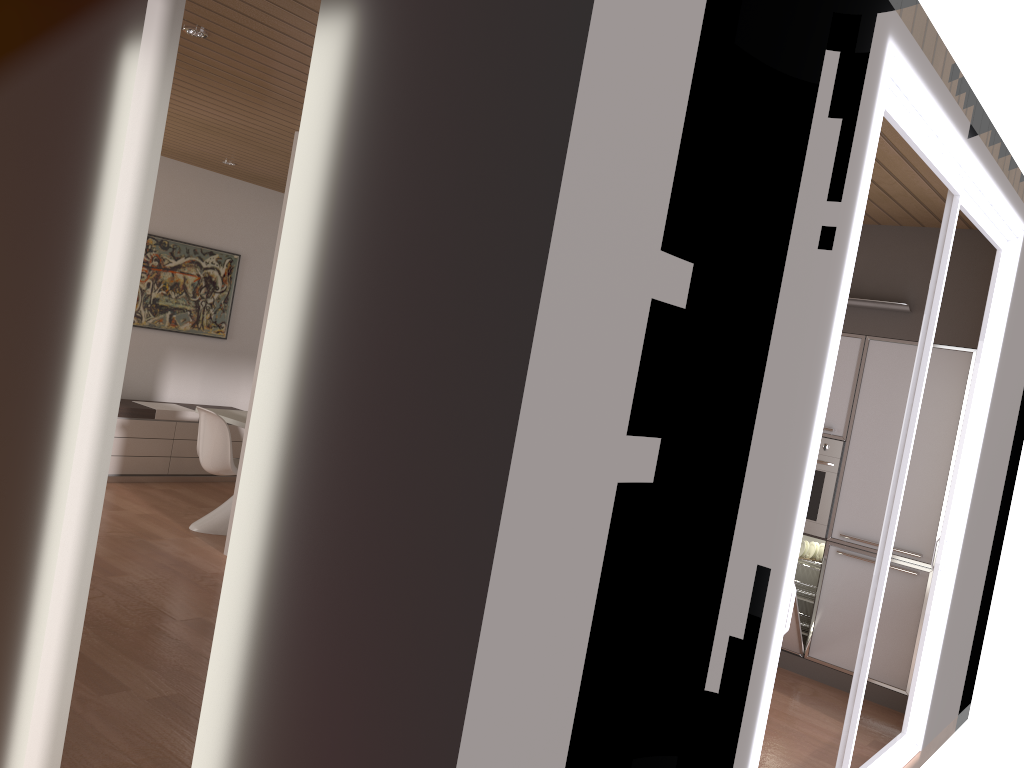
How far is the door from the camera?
2.8 meters

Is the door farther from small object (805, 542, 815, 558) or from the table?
the table

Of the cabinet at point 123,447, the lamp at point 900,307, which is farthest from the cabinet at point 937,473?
the cabinet at point 123,447

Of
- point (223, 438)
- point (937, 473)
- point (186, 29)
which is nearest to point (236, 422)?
point (223, 438)

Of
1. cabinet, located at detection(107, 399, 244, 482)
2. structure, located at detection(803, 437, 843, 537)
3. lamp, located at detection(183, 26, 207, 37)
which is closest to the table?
cabinet, located at detection(107, 399, 244, 482)

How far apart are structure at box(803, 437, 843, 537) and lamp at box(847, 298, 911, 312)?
0.83m

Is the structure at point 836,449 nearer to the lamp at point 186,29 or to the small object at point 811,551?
the small object at point 811,551

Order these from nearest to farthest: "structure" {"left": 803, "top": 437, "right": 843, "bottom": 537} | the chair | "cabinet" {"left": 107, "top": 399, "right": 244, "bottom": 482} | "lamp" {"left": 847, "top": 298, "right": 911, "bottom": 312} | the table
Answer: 1. "lamp" {"left": 847, "top": 298, "right": 911, "bottom": 312}
2. "structure" {"left": 803, "top": 437, "right": 843, "bottom": 537}
3. the chair
4. the table
5. "cabinet" {"left": 107, "top": 399, "right": 244, "bottom": 482}

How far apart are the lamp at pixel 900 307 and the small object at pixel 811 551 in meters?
1.6

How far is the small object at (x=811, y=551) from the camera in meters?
5.6
